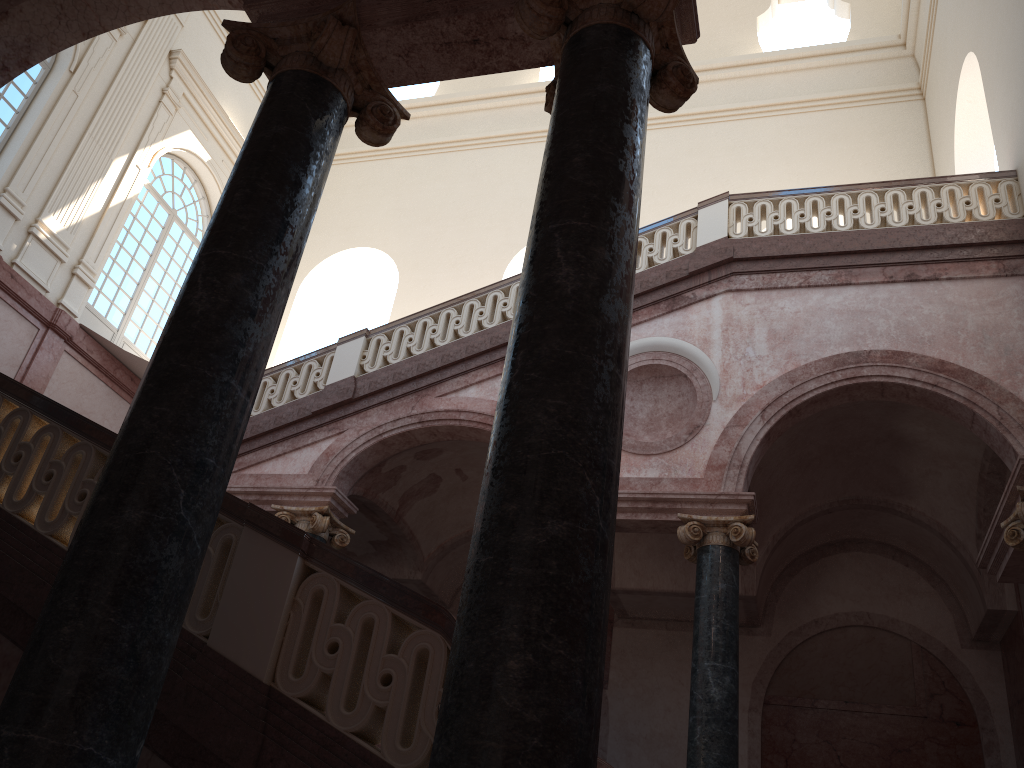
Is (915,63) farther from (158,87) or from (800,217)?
(158,87)
